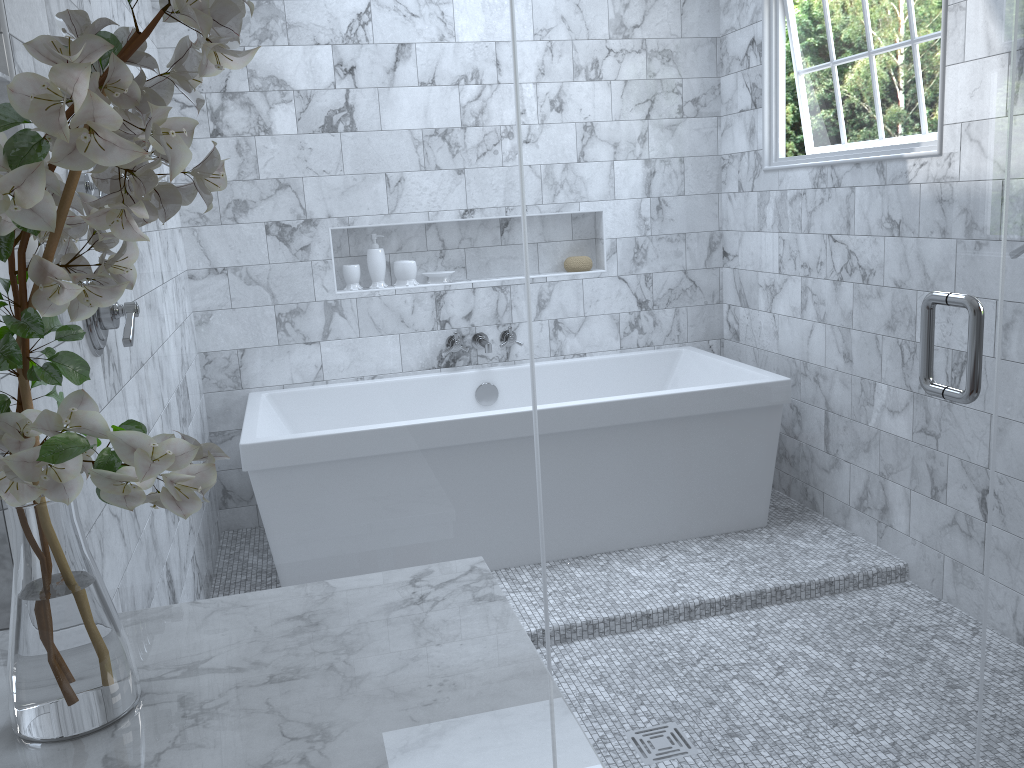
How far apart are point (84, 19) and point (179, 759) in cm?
64

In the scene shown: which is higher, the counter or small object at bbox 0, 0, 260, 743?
small object at bbox 0, 0, 260, 743

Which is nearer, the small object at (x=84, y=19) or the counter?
the small object at (x=84, y=19)

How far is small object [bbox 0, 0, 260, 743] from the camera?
0.68m

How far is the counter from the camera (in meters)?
0.82

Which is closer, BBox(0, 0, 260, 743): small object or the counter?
BBox(0, 0, 260, 743): small object

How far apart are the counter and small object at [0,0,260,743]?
0.0 meters

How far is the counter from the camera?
0.8 meters

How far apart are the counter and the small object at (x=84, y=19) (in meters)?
0.01
